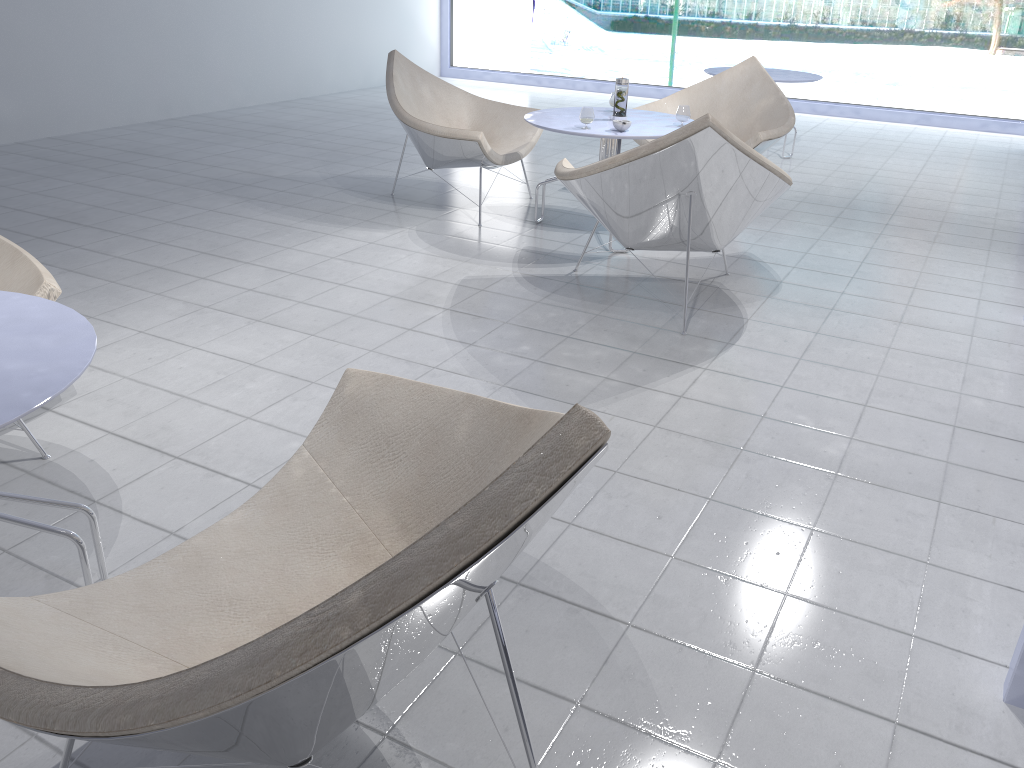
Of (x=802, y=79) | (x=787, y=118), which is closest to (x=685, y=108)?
(x=787, y=118)

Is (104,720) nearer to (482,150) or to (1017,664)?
(1017,664)

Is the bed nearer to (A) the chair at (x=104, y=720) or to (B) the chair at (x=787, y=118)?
(A) the chair at (x=104, y=720)

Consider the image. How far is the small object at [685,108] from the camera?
3.99m

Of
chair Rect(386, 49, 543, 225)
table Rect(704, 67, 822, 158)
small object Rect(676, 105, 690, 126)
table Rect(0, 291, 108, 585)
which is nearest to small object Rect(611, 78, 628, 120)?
small object Rect(676, 105, 690, 126)

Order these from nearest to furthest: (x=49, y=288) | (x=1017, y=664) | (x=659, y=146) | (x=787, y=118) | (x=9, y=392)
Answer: (x=9, y=392)
(x=1017, y=664)
(x=49, y=288)
(x=659, y=146)
(x=787, y=118)

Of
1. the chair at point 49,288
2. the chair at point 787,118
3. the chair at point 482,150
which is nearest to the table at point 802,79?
the chair at point 787,118

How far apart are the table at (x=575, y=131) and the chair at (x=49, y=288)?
2.3 meters

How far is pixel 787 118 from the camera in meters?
4.6 m

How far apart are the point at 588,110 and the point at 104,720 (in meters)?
3.42
